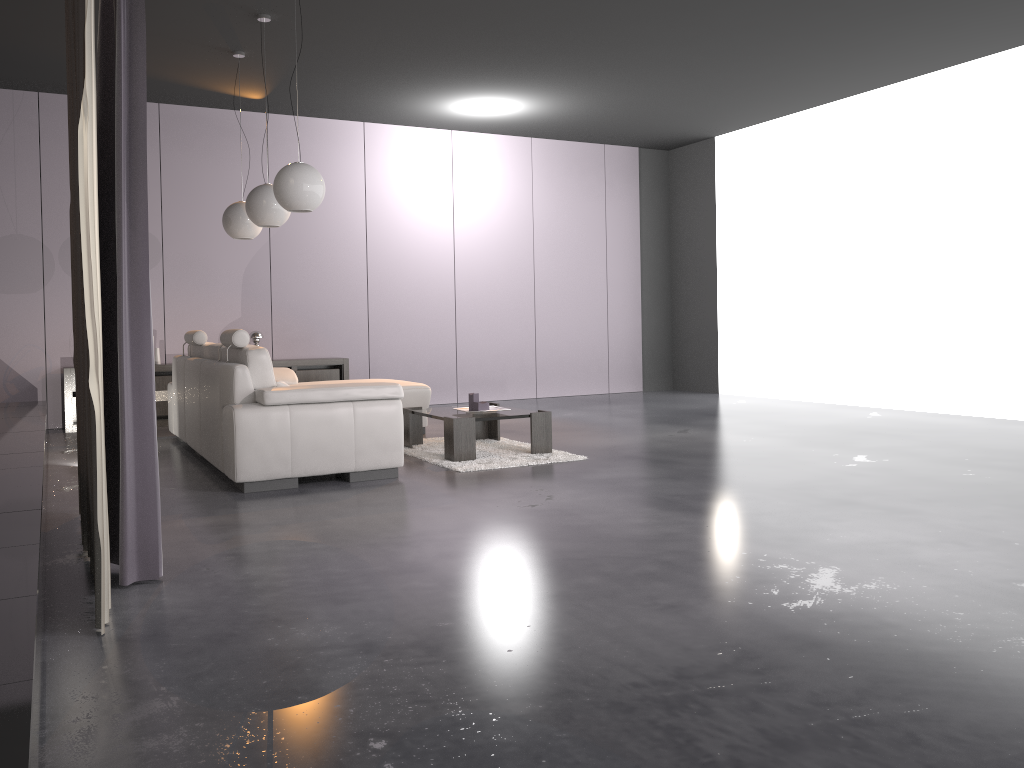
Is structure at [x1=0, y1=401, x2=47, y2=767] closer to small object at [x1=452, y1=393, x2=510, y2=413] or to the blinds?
the blinds

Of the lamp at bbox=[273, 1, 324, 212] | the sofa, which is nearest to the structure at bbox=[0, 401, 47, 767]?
the sofa

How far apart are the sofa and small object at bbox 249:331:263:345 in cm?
142

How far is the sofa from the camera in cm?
464

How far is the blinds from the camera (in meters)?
2.49

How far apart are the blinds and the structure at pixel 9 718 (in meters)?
0.13

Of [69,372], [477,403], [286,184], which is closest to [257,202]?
[286,184]

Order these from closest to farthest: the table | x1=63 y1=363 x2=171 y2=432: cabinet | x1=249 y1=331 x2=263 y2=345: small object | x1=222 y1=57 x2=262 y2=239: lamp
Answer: the table
x1=222 y1=57 x2=262 y2=239: lamp
x1=63 y1=363 x2=171 y2=432: cabinet
x1=249 y1=331 x2=263 y2=345: small object

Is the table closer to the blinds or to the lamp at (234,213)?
the lamp at (234,213)

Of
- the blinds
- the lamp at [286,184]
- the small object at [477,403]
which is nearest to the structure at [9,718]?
the blinds
